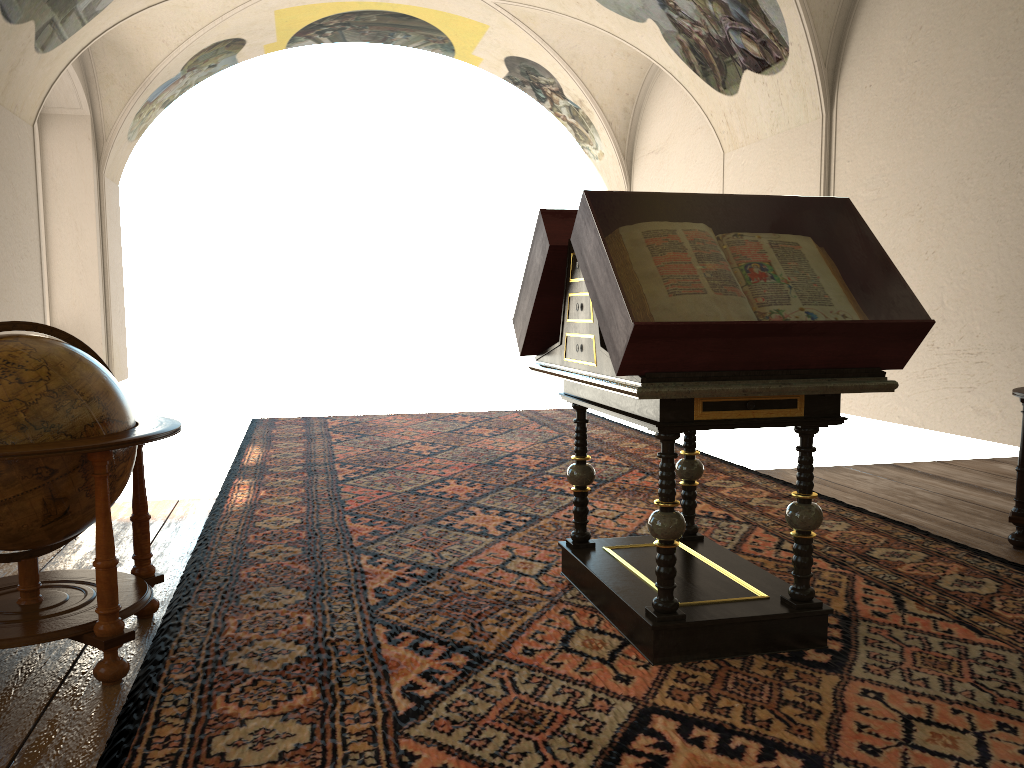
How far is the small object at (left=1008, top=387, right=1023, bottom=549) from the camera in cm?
539

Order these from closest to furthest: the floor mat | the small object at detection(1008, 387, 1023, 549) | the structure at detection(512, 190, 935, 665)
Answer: the floor mat < the structure at detection(512, 190, 935, 665) < the small object at detection(1008, 387, 1023, 549)

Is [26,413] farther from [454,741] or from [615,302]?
[615,302]

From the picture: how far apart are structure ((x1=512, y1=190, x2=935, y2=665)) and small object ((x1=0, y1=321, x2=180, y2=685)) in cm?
177

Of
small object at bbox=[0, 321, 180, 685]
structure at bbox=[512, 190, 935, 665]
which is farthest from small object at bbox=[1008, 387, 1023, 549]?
small object at bbox=[0, 321, 180, 685]

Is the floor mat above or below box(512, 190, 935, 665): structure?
below

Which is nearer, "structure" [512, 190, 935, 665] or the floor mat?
the floor mat

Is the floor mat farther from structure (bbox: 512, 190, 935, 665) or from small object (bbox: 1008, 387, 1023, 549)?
small object (bbox: 1008, 387, 1023, 549)

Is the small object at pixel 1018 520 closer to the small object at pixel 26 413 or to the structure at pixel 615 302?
the structure at pixel 615 302

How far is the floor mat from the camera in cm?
299
